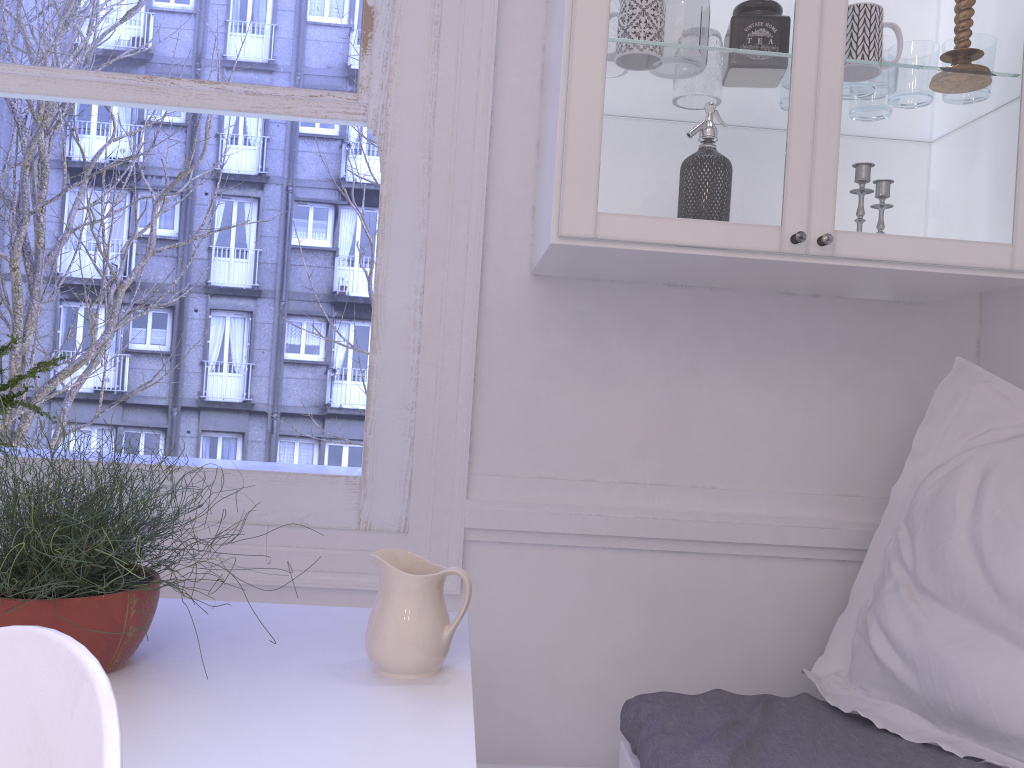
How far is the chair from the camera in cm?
44

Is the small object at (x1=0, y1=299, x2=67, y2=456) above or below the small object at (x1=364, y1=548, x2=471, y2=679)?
above

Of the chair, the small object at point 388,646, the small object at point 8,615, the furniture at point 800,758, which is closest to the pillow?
the furniture at point 800,758

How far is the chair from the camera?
0.44m

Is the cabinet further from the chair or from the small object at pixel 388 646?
the chair

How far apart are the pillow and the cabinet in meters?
0.1 m

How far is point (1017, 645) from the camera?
1.36m

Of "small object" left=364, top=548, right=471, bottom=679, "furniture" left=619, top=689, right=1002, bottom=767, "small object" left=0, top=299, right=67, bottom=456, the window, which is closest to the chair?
"small object" left=364, top=548, right=471, bottom=679

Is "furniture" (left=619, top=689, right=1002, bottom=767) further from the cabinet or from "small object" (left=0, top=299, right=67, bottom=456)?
"small object" (left=0, top=299, right=67, bottom=456)

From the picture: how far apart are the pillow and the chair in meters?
1.3 m
